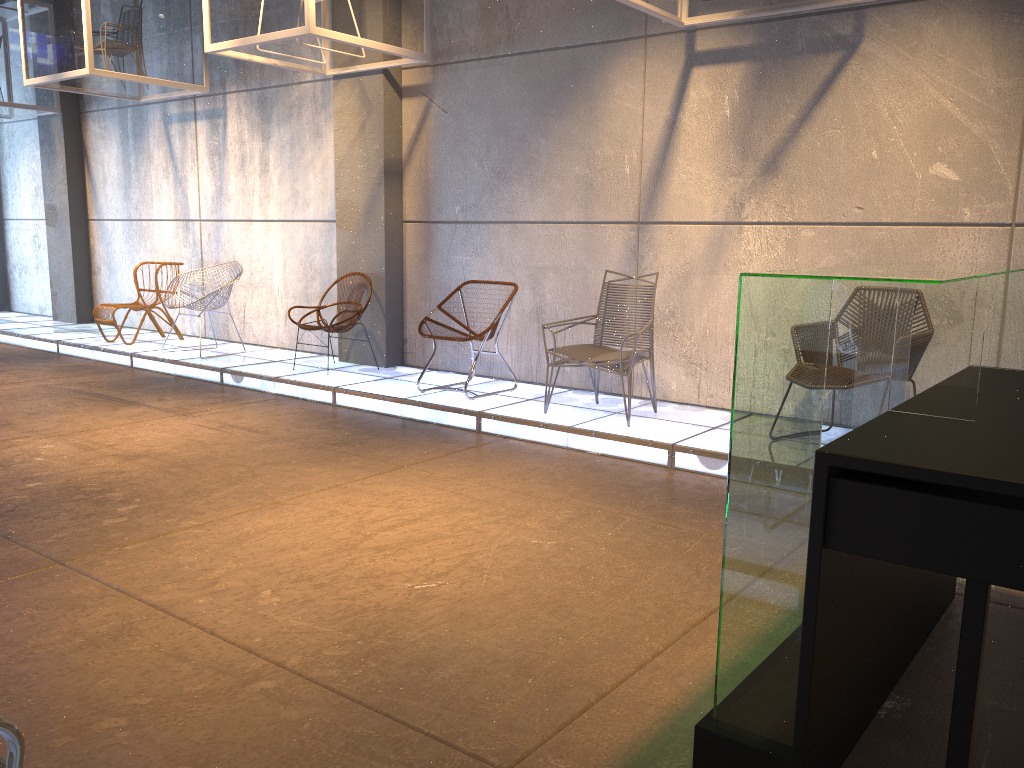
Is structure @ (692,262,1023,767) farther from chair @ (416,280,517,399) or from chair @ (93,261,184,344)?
chair @ (93,261,184,344)

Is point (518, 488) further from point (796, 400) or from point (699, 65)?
point (699, 65)

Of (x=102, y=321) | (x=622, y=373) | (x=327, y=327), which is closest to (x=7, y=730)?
(x=622, y=373)

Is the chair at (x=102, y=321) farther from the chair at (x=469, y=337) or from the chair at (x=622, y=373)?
the chair at (x=622, y=373)

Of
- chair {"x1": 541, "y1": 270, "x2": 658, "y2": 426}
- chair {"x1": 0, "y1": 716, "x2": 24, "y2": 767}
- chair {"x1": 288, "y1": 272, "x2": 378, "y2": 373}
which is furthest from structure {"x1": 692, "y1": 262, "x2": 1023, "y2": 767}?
chair {"x1": 288, "y1": 272, "x2": 378, "y2": 373}

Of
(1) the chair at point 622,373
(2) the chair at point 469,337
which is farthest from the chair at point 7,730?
(2) the chair at point 469,337

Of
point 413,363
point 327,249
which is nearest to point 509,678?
point 413,363

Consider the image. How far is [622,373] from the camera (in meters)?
5.33

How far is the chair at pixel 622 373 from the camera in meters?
5.3

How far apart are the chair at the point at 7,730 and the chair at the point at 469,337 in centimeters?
499cm
